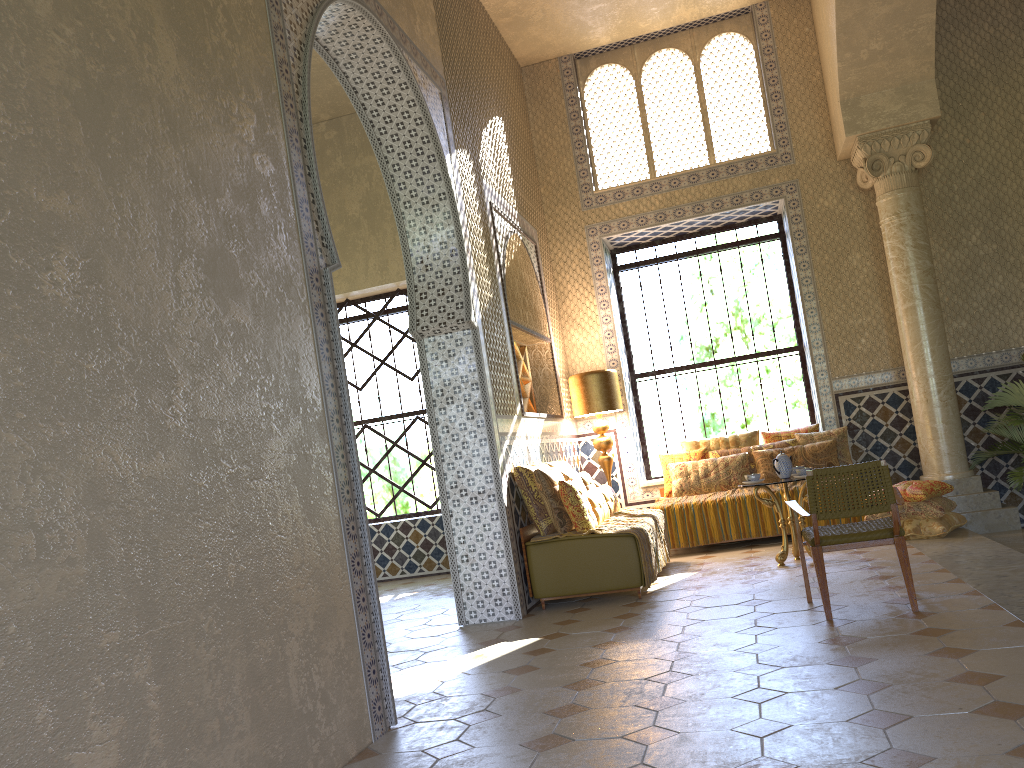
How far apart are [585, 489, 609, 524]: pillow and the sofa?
0.7m

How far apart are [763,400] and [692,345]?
1.5 meters

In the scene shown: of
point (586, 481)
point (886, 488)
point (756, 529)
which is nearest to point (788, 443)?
point (756, 529)

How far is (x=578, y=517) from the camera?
9.5m

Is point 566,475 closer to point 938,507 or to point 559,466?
point 559,466

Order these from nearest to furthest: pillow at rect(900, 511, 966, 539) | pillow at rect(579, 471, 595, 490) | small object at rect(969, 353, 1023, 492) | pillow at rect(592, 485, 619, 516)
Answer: pillow at rect(900, 511, 966, 539), pillow at rect(592, 485, 619, 516), pillow at rect(579, 471, 595, 490), small object at rect(969, 353, 1023, 492)

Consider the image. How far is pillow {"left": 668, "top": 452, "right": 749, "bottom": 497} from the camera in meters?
12.7 m

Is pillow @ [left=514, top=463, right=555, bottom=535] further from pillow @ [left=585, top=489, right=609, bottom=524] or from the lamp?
the lamp

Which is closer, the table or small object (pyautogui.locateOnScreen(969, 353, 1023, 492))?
the table

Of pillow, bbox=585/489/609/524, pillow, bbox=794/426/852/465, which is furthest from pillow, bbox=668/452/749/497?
pillow, bbox=585/489/609/524
